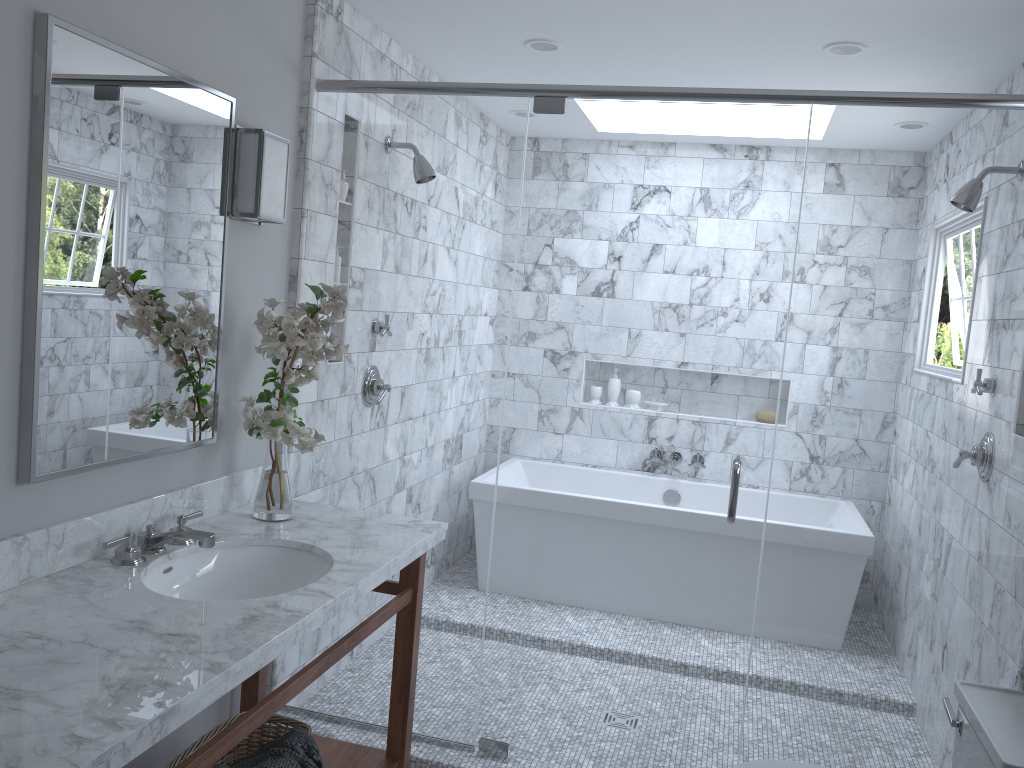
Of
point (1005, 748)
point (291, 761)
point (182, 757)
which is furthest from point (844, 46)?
point (182, 757)

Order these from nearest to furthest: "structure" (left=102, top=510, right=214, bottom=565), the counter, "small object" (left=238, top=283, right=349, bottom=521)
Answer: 1. the counter
2. "structure" (left=102, top=510, right=214, bottom=565)
3. "small object" (left=238, top=283, right=349, bottom=521)

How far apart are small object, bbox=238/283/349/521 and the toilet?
1.4 meters

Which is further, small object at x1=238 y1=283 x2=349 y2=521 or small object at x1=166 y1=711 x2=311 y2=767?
small object at x1=238 y1=283 x2=349 y2=521

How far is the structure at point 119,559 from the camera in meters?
2.1

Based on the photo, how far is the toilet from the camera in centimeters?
188cm

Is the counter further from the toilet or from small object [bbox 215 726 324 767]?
the toilet

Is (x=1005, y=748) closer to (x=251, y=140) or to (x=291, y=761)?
(x=291, y=761)

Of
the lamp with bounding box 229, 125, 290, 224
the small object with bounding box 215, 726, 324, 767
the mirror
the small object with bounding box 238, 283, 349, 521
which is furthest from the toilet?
the lamp with bounding box 229, 125, 290, 224

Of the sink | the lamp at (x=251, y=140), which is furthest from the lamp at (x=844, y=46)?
the sink
